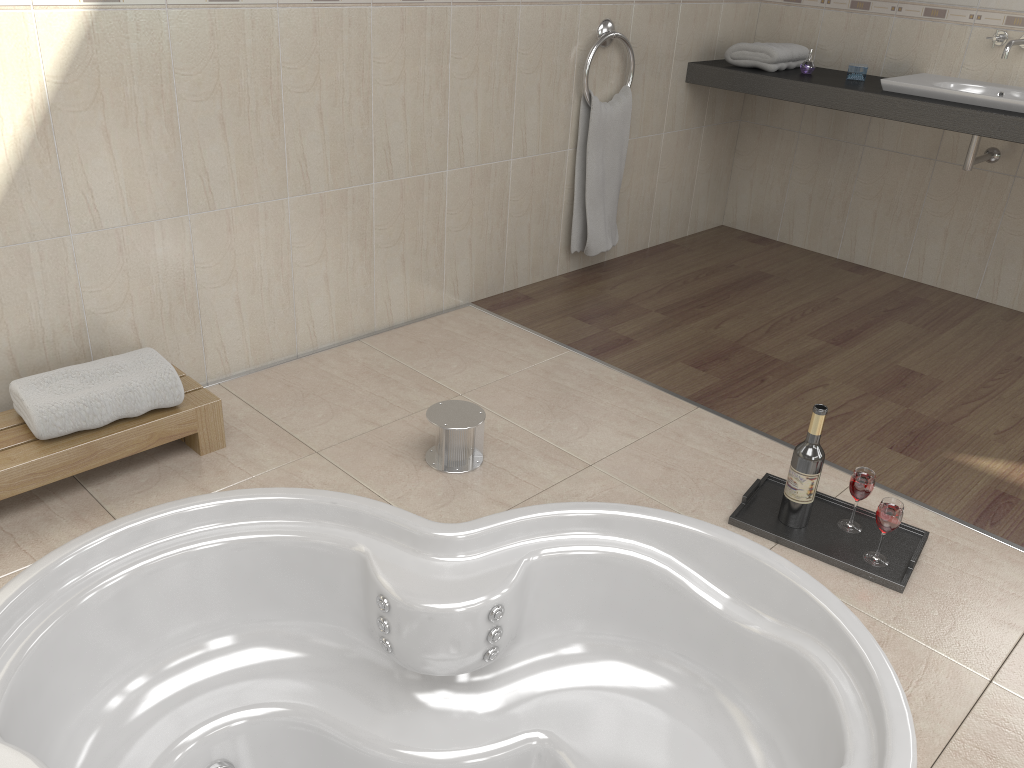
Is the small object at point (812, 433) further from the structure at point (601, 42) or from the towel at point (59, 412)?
the structure at point (601, 42)

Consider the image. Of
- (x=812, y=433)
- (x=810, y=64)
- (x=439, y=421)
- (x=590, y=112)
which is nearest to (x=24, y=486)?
(x=439, y=421)

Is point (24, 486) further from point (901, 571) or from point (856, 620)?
point (901, 571)

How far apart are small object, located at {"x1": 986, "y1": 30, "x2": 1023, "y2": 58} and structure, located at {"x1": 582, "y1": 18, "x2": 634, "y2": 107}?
1.31m

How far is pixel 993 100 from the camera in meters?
3.0 m

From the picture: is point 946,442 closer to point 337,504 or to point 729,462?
point 729,462

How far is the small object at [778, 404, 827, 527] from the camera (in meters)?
1.99

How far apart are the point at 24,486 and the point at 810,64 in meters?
3.1 m

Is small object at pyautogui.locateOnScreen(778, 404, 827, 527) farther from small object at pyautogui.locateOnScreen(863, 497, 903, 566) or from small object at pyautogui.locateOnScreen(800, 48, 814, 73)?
small object at pyautogui.locateOnScreen(800, 48, 814, 73)

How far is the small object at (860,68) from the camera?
3.44m
